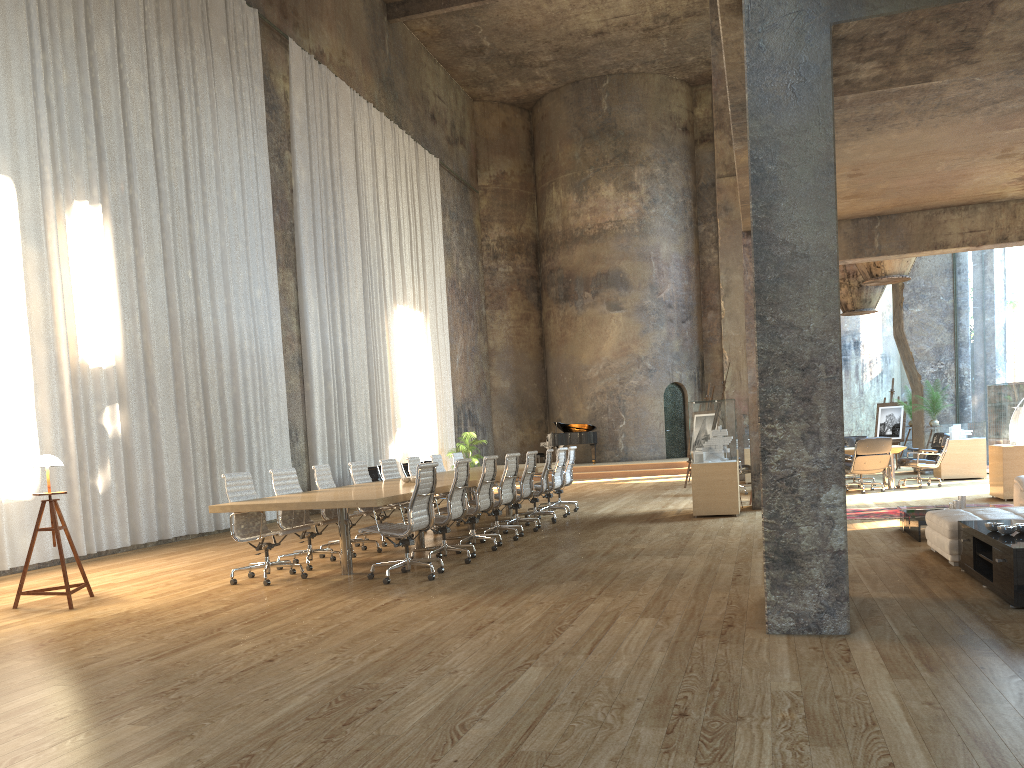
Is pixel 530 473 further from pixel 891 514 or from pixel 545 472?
pixel 891 514

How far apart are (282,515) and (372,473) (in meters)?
8.03

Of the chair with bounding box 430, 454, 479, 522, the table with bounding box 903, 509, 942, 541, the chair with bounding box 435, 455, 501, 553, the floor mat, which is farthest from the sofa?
the chair with bounding box 430, 454, 479, 522

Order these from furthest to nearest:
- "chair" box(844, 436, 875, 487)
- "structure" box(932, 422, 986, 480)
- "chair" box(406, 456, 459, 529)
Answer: "chair" box(844, 436, 875, 487) < "structure" box(932, 422, 986, 480) < "chair" box(406, 456, 459, 529)

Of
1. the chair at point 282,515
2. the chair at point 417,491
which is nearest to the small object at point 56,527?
the chair at point 282,515

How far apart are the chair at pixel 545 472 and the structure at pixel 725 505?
1.96m

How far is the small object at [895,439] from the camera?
20.36m

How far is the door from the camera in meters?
26.6 m

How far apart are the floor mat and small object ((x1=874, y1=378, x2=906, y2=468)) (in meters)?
10.12

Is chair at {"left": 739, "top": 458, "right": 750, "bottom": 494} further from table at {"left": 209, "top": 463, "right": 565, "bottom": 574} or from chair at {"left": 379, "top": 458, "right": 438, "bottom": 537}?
chair at {"left": 379, "top": 458, "right": 438, "bottom": 537}
